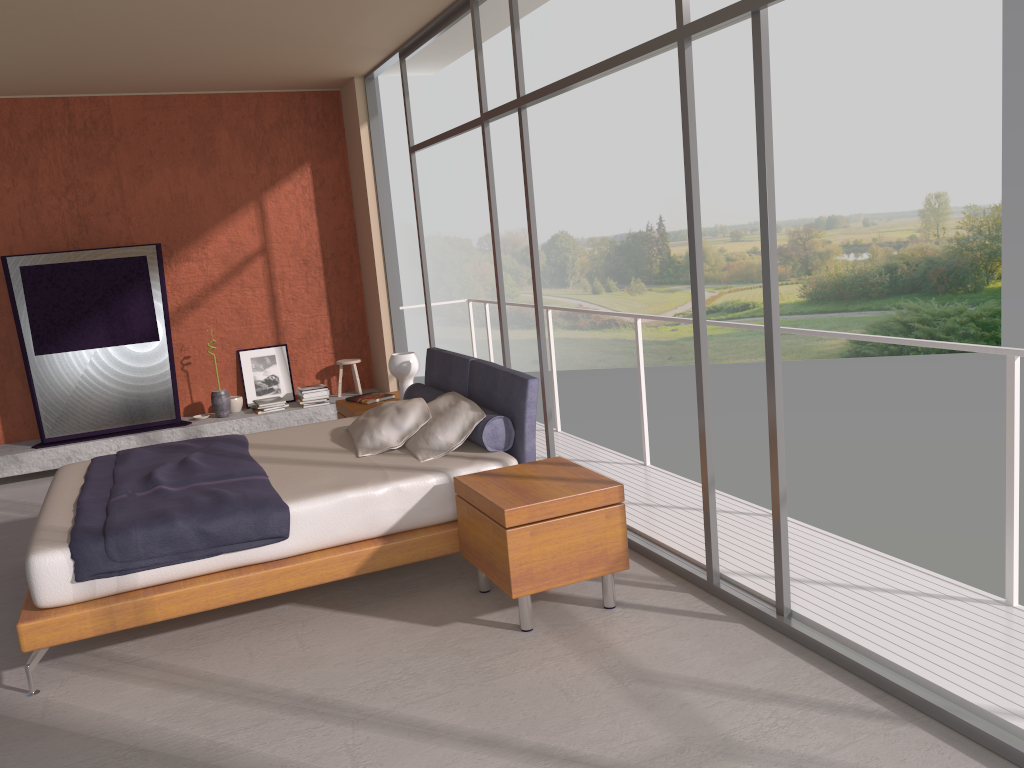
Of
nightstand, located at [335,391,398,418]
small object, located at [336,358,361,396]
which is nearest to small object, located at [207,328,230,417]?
small object, located at [336,358,361,396]

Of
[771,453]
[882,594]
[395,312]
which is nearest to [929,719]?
[882,594]

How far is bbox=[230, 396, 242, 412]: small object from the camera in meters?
8.1

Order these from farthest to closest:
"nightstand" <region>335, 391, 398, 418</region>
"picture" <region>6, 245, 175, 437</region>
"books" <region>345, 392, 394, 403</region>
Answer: "picture" <region>6, 245, 175, 437</region> → "books" <region>345, 392, 394, 403</region> → "nightstand" <region>335, 391, 398, 418</region>

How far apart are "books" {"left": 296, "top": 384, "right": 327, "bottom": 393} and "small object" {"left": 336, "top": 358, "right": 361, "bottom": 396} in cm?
33

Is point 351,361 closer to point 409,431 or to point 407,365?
point 407,365

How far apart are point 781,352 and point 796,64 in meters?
7.3 m

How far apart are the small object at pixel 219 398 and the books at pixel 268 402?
0.3 meters

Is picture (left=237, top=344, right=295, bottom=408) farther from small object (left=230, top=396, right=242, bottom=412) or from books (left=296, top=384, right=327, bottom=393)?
books (left=296, top=384, right=327, bottom=393)

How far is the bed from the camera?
3.7 meters
